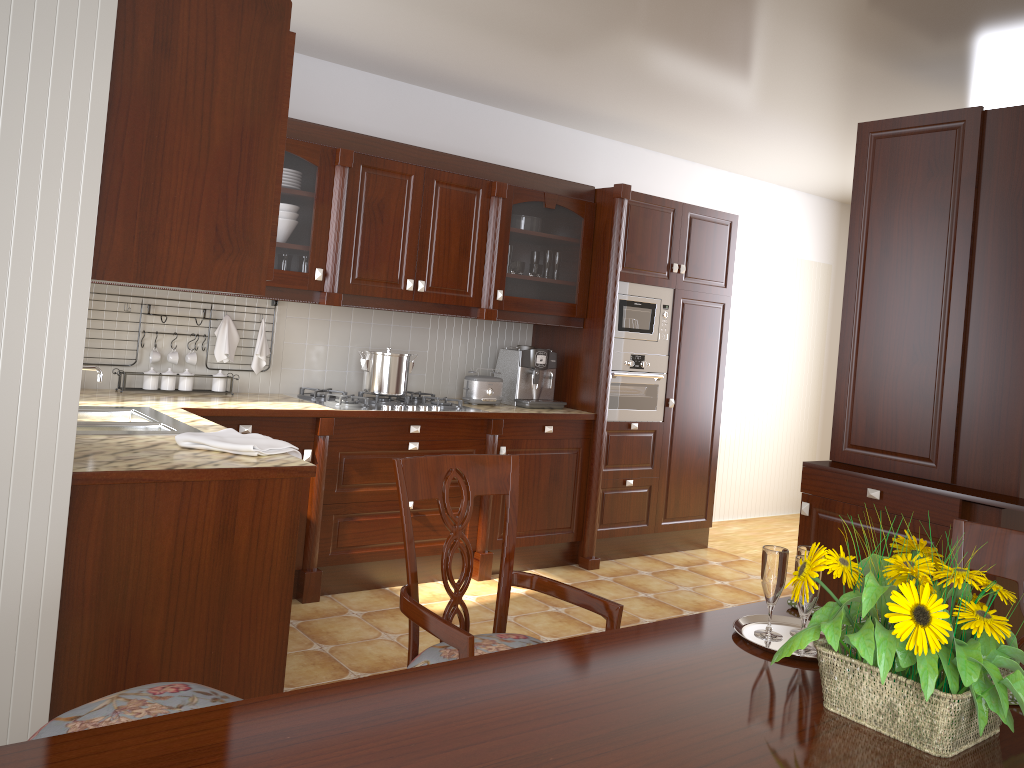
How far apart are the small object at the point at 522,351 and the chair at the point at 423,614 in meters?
2.6 m

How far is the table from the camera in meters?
1.0

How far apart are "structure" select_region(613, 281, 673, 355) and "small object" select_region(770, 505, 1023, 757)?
3.47m

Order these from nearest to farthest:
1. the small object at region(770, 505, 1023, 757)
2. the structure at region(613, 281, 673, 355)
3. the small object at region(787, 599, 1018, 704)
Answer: the small object at region(770, 505, 1023, 757) < the small object at region(787, 599, 1018, 704) < the structure at region(613, 281, 673, 355)

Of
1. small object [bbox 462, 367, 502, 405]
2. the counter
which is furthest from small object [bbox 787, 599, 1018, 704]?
small object [bbox 462, 367, 502, 405]

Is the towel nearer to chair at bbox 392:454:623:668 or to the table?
chair at bbox 392:454:623:668

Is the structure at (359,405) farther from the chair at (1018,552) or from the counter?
the chair at (1018,552)

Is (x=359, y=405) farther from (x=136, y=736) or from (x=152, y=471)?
(x=136, y=736)

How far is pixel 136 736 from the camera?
1.0m

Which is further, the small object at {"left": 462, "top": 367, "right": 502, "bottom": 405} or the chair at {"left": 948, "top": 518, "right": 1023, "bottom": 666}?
the small object at {"left": 462, "top": 367, "right": 502, "bottom": 405}
